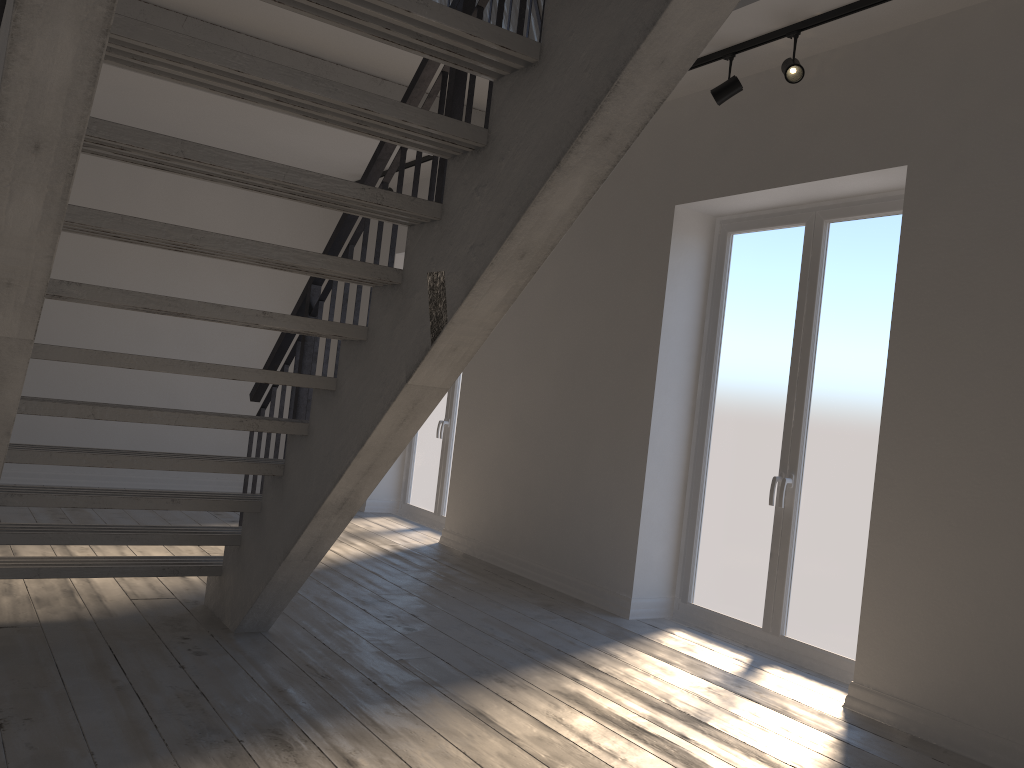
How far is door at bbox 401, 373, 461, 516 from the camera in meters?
7.5 m

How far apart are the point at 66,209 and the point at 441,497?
5.79m

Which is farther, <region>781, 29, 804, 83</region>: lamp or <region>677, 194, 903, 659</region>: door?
<region>677, 194, 903, 659</region>: door

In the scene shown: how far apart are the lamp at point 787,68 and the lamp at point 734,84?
0.3 meters

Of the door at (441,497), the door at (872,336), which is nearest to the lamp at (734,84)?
the door at (872,336)

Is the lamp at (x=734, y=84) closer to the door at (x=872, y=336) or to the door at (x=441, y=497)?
the door at (x=872, y=336)

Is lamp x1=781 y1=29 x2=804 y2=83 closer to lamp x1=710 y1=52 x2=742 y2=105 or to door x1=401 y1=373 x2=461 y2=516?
lamp x1=710 y1=52 x2=742 y2=105

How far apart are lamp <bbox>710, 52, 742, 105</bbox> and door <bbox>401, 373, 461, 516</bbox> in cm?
378

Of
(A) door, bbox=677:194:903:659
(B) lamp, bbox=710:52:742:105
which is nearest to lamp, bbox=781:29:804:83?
(B) lamp, bbox=710:52:742:105

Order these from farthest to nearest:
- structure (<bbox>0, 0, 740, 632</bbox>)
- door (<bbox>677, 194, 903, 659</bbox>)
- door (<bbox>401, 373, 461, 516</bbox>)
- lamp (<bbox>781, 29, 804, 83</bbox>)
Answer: door (<bbox>401, 373, 461, 516</bbox>) → door (<bbox>677, 194, 903, 659</bbox>) → lamp (<bbox>781, 29, 804, 83</bbox>) → structure (<bbox>0, 0, 740, 632</bbox>)
